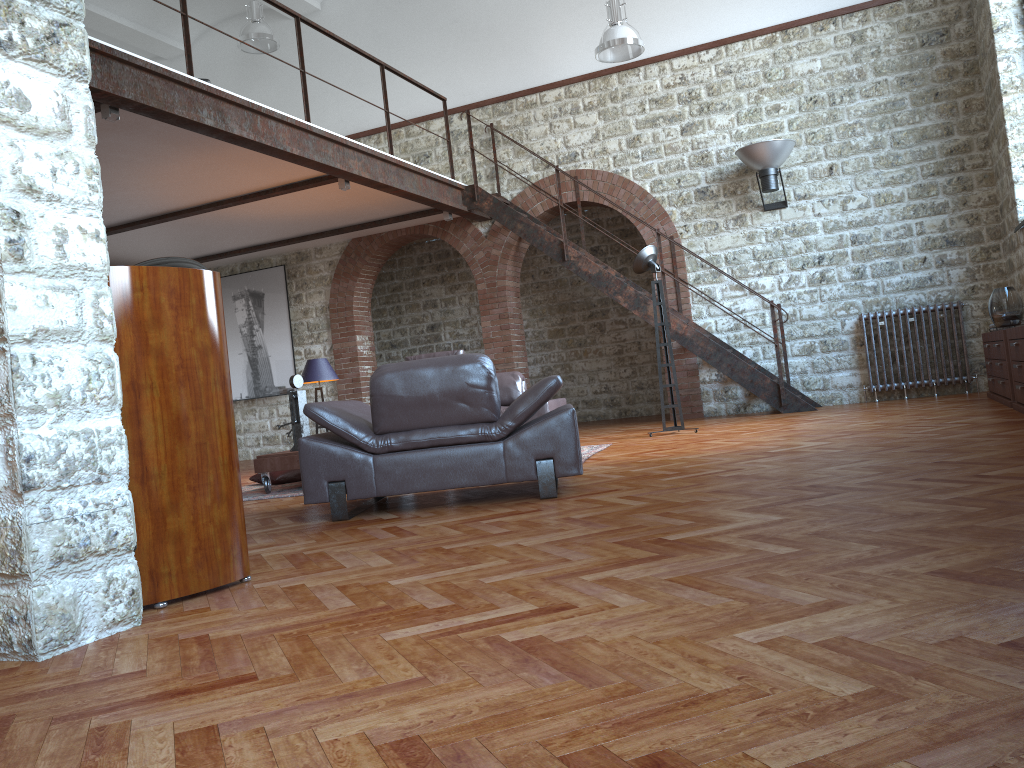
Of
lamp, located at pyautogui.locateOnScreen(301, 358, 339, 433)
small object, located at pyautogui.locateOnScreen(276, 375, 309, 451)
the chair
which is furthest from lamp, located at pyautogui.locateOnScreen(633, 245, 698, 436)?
the chair

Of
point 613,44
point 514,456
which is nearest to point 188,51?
point 514,456

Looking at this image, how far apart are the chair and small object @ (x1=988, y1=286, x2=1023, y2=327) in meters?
4.5 m

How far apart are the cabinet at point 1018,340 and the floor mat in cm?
298

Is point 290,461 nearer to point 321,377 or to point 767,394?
point 321,377

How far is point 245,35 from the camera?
11.2m

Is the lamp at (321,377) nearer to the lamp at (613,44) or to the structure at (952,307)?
the lamp at (613,44)

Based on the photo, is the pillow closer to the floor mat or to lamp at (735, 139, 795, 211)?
the floor mat

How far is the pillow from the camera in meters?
7.3 m

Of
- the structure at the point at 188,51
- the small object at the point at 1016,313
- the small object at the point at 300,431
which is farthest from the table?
the small object at the point at 1016,313
